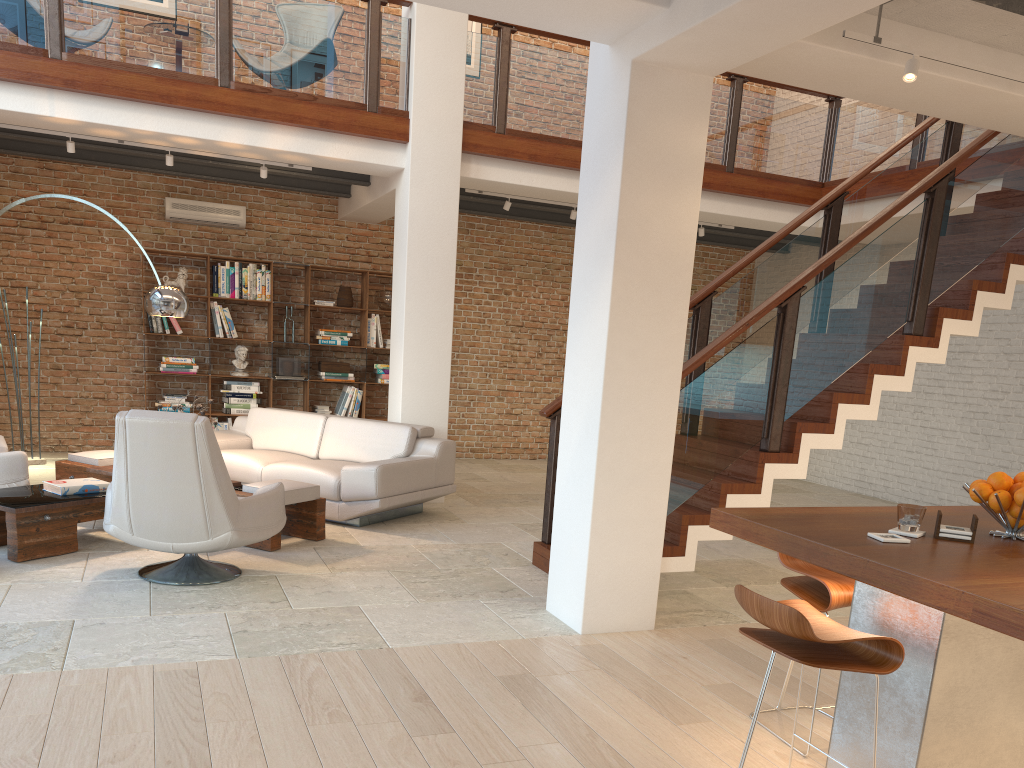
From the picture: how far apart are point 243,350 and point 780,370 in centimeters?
655cm

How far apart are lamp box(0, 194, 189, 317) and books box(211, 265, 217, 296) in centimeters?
311cm

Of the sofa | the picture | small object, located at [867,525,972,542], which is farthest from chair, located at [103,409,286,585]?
the picture

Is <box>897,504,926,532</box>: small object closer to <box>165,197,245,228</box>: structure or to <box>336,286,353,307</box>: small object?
<box>336,286,353,307</box>: small object

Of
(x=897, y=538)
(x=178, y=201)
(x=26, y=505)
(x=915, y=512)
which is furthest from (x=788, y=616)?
(x=178, y=201)

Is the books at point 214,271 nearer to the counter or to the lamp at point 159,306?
the lamp at point 159,306

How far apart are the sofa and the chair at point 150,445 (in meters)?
1.19

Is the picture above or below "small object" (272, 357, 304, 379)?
above

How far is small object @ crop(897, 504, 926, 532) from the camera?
2.8m

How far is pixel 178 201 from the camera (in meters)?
9.63
